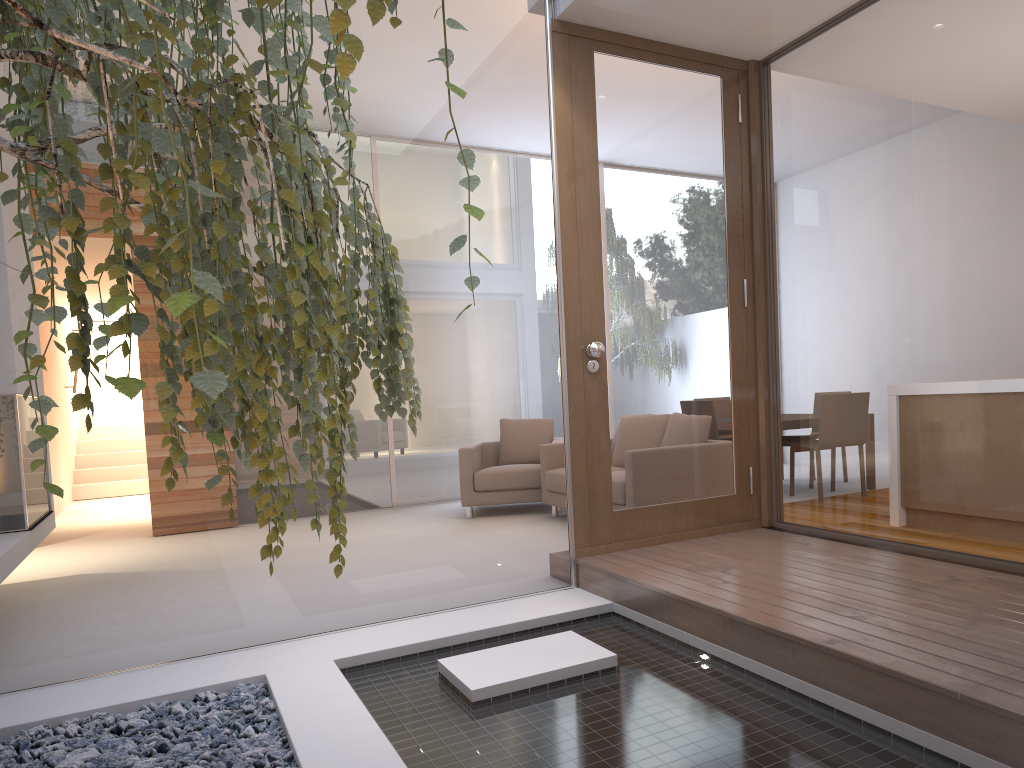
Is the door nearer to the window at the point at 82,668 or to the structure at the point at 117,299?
the window at the point at 82,668

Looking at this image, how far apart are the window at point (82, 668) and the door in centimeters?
11cm

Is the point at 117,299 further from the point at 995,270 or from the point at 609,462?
the point at 609,462

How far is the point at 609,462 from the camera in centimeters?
404cm

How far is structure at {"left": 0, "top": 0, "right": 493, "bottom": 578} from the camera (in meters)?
1.10

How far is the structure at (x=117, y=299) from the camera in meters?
1.1 m

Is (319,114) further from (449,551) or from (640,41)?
(449,551)

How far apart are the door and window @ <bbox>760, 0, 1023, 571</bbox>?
0.14m

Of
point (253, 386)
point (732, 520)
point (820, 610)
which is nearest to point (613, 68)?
point (732, 520)

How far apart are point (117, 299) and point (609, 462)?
3.1 meters
